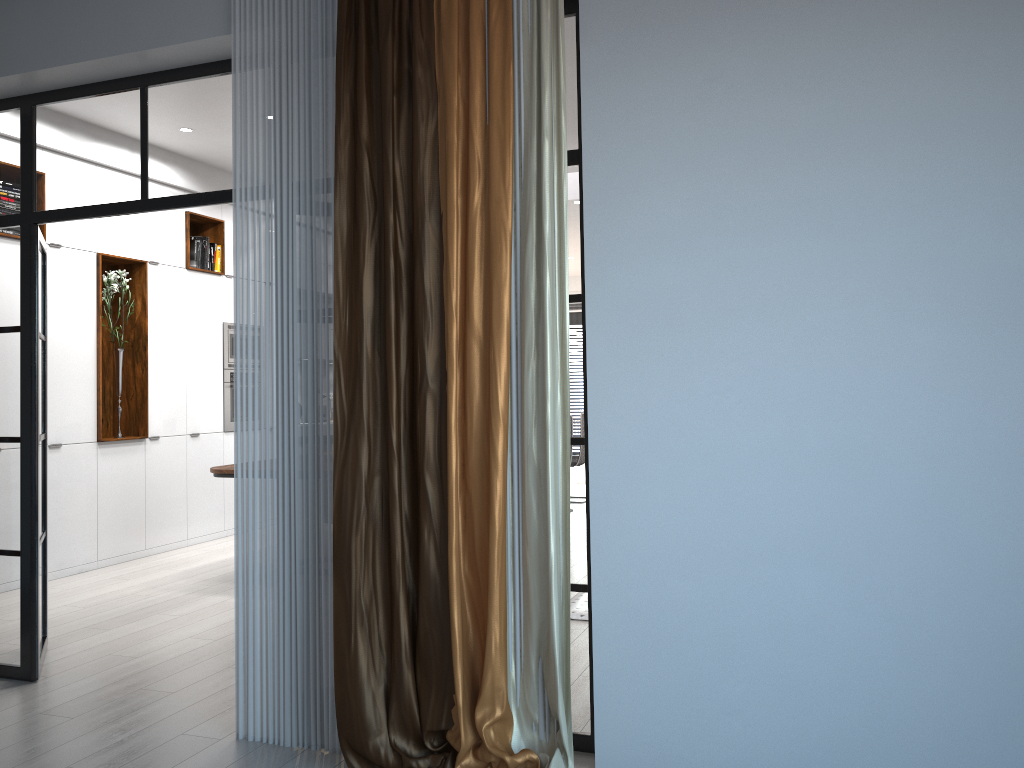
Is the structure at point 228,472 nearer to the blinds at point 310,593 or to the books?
the books

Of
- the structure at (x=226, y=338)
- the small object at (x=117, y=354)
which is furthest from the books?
the small object at (x=117, y=354)

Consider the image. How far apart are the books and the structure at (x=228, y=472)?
2.5 meters

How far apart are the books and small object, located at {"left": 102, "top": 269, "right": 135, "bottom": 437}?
0.77m

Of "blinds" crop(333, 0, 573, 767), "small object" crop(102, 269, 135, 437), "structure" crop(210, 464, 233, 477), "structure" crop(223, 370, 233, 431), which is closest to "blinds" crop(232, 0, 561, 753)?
"blinds" crop(333, 0, 573, 767)

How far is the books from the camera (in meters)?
7.77

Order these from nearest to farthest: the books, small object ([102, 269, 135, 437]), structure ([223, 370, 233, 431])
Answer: small object ([102, 269, 135, 437]) < the books < structure ([223, 370, 233, 431])

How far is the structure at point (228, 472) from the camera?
5.9 meters

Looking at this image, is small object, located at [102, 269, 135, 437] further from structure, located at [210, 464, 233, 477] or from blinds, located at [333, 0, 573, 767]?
blinds, located at [333, 0, 573, 767]

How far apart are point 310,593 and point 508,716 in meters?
0.9 m
